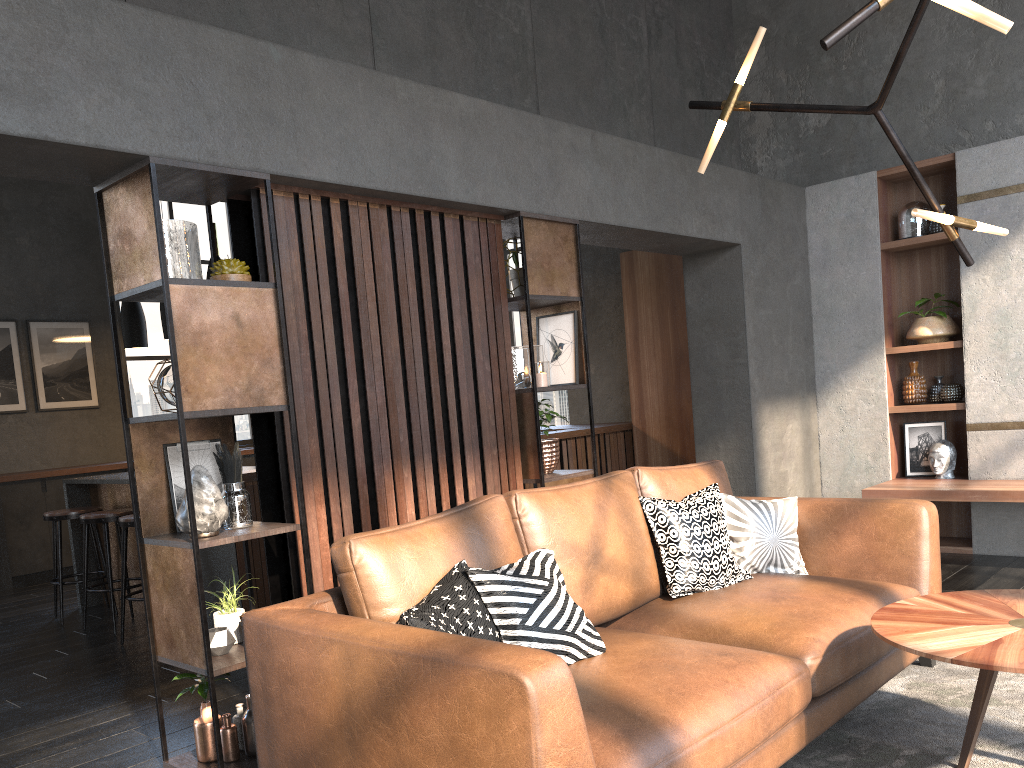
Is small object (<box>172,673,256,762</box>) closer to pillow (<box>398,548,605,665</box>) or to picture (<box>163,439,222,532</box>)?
picture (<box>163,439,222,532</box>)

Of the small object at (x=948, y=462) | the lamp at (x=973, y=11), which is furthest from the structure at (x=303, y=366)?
the small object at (x=948, y=462)

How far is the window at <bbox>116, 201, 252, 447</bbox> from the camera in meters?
9.0 m

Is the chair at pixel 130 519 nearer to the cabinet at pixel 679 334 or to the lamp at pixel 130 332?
the lamp at pixel 130 332

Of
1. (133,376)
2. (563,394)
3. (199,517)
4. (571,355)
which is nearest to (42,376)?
(133,376)

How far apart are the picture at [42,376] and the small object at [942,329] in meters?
7.2 m

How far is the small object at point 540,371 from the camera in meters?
4.1 m

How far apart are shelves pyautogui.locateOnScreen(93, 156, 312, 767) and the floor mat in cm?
173

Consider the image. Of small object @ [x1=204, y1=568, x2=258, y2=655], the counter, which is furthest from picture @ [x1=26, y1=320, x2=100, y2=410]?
small object @ [x1=204, y1=568, x2=258, y2=655]

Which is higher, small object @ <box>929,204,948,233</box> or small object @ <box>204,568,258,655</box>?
small object @ <box>929,204,948,233</box>
